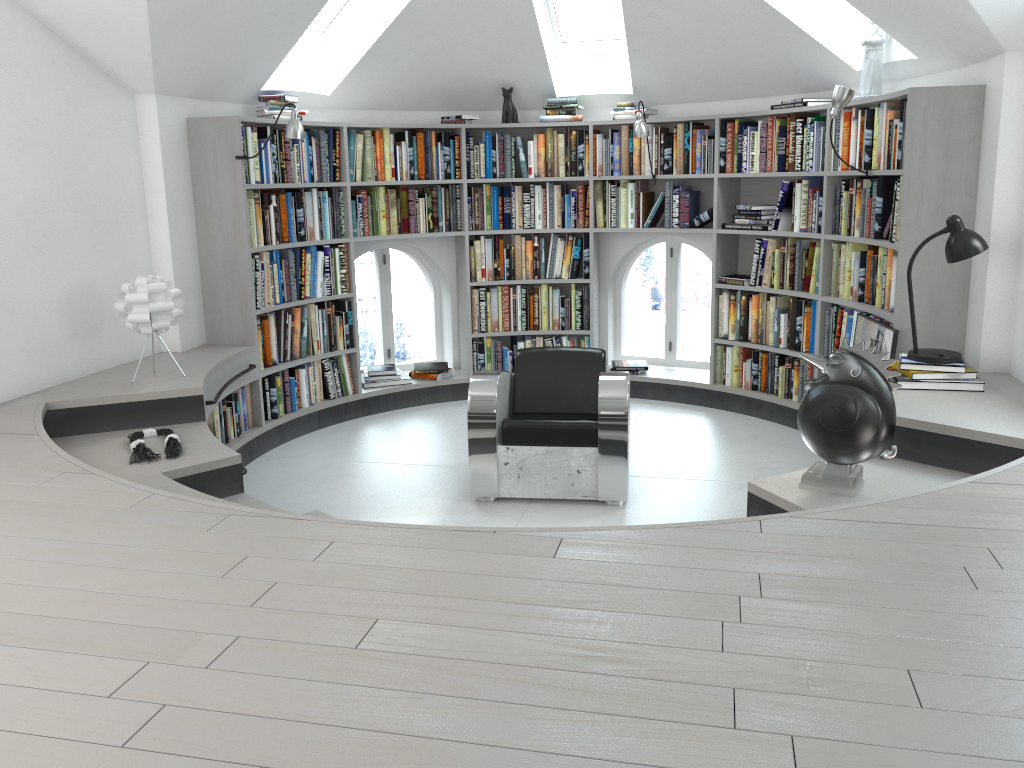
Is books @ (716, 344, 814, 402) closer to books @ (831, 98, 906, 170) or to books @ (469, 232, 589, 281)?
books @ (469, 232, 589, 281)

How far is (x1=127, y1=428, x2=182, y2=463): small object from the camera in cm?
382

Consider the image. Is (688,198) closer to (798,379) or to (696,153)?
(696,153)

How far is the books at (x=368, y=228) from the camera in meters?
6.2

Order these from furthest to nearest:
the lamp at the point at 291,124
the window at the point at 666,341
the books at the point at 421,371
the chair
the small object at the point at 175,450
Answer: the window at the point at 666,341, the books at the point at 421,371, the lamp at the point at 291,124, the chair, the small object at the point at 175,450

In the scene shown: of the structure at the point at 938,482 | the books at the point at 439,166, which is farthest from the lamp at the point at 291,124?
the books at the point at 439,166

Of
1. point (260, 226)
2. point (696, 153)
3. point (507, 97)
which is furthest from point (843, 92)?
point (260, 226)

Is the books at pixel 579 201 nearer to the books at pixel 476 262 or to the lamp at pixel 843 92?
the books at pixel 476 262

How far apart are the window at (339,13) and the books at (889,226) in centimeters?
200cm

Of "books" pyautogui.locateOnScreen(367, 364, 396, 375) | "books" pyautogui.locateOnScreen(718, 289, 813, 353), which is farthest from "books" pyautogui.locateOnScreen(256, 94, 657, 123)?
"books" pyautogui.locateOnScreen(367, 364, 396, 375)
